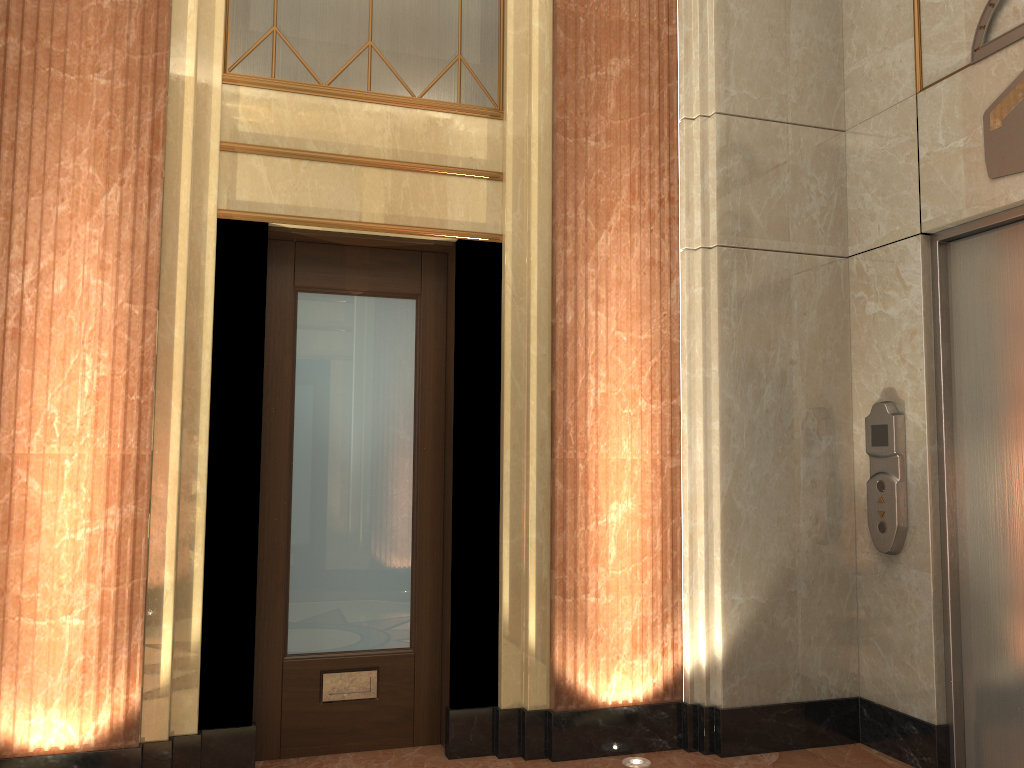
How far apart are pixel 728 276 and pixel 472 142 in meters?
1.3 m

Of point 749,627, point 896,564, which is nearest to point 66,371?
point 749,627

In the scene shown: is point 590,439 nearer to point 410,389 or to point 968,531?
point 410,389
